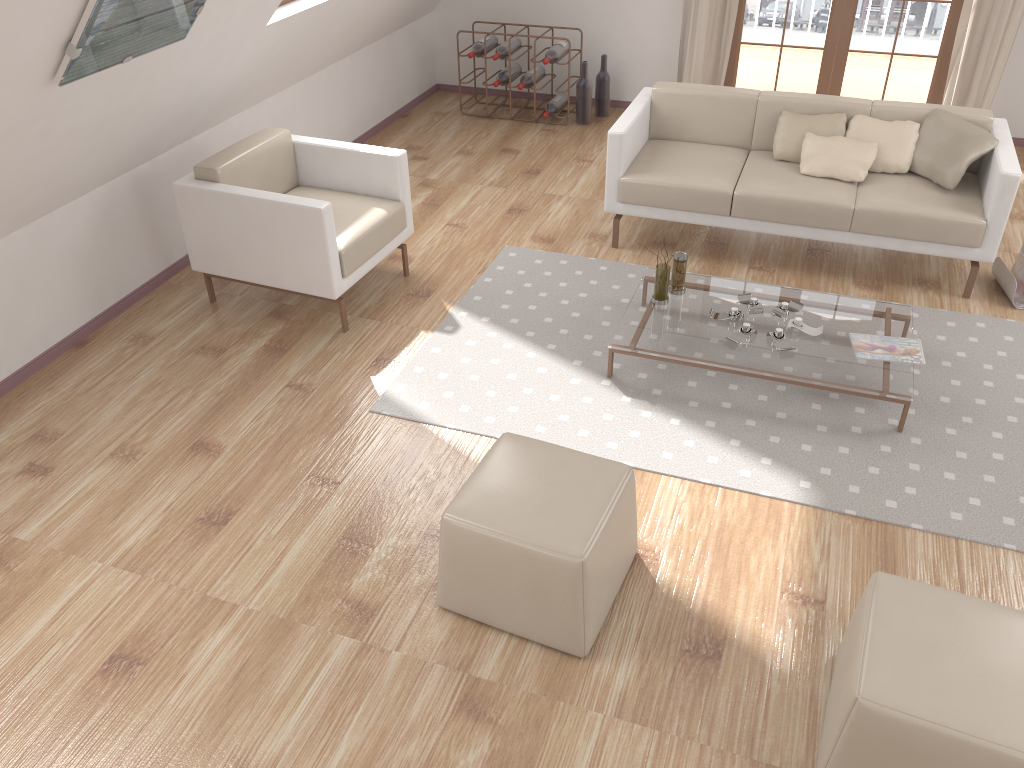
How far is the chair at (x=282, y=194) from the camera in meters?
3.8 m

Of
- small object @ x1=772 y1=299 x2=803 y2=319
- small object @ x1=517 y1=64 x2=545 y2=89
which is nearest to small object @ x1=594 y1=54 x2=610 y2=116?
small object @ x1=517 y1=64 x2=545 y2=89

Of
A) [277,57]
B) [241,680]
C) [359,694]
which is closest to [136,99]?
[277,57]

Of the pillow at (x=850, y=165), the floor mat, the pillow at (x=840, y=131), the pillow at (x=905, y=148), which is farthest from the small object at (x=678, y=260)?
the pillow at (x=905, y=148)

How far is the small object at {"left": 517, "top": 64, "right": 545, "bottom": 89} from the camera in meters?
6.3

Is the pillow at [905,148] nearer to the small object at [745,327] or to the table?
the table

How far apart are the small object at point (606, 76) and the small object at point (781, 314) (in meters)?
3.20

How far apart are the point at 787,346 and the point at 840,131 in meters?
1.6

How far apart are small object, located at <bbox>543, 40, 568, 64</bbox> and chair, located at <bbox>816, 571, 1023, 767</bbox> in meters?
4.7 m

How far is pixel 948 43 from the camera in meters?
5.8 m
